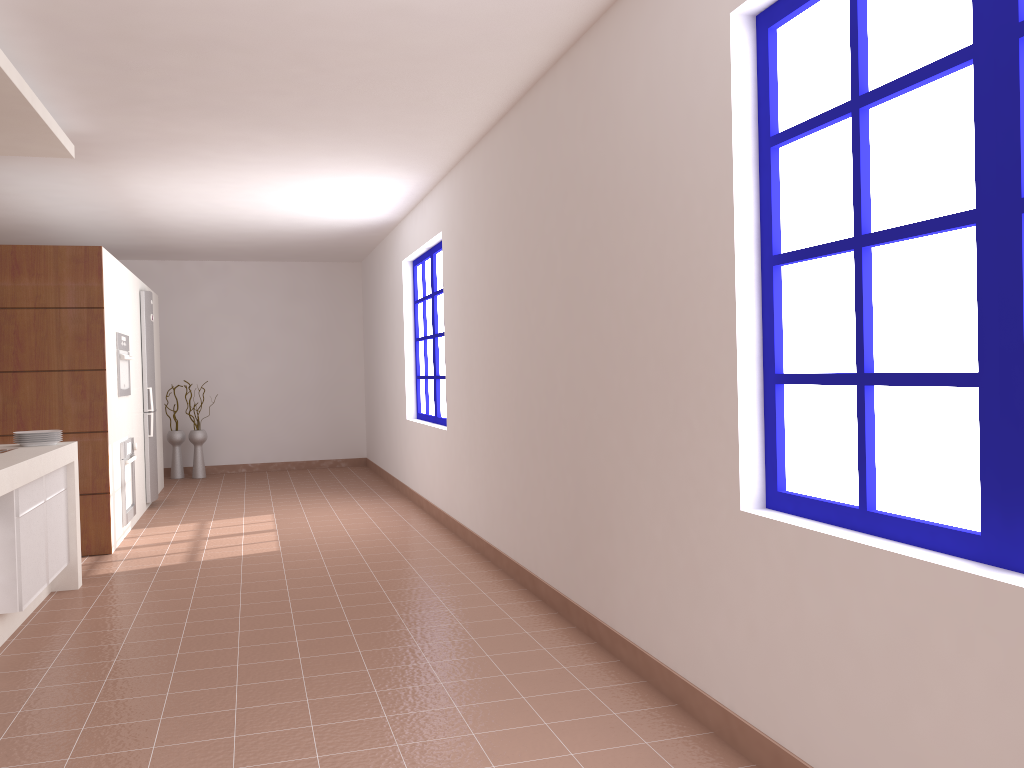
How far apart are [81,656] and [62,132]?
2.7 meters

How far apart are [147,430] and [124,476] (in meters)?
1.48

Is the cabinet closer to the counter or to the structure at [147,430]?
the counter

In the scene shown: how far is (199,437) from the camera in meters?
9.9

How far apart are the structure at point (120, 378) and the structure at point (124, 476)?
0.36m

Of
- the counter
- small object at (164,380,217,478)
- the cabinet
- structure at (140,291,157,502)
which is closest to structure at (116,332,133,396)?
structure at (140,291,157,502)

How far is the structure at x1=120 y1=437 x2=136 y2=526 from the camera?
6.3m

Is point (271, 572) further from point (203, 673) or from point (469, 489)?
point (203, 673)

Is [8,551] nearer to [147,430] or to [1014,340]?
[1014,340]

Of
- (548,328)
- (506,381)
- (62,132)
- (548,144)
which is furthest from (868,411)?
(62,132)
